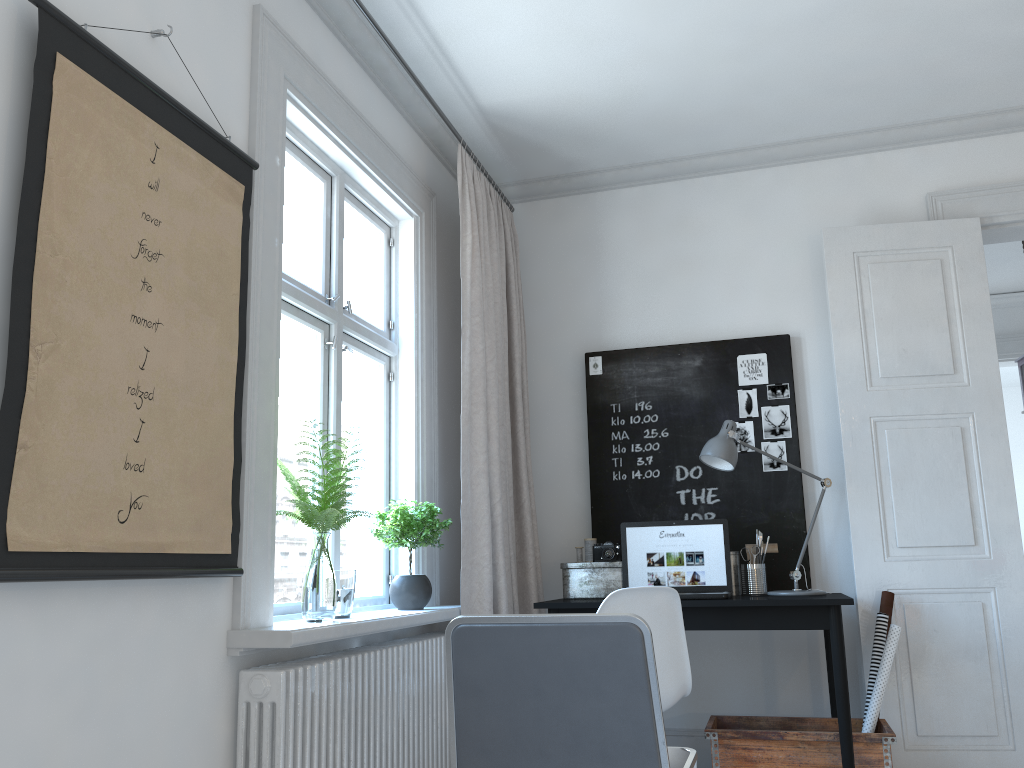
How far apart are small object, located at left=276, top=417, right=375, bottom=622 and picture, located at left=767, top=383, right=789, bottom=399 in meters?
2.2

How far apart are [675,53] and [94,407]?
2.6 meters

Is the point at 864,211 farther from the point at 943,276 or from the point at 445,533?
the point at 445,533

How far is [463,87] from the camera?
3.6 meters

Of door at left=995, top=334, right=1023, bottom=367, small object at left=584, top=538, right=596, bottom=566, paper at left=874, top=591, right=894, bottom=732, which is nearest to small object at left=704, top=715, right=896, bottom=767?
paper at left=874, top=591, right=894, bottom=732

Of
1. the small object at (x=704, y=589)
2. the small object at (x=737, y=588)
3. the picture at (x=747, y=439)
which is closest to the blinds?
the small object at (x=704, y=589)

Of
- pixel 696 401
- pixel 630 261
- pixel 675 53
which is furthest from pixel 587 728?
pixel 630 261

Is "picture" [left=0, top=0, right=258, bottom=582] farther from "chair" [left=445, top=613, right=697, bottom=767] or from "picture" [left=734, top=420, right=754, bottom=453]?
"picture" [left=734, top=420, right=754, bottom=453]

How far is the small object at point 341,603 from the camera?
2.69m

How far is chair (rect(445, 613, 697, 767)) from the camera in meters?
1.7 m
